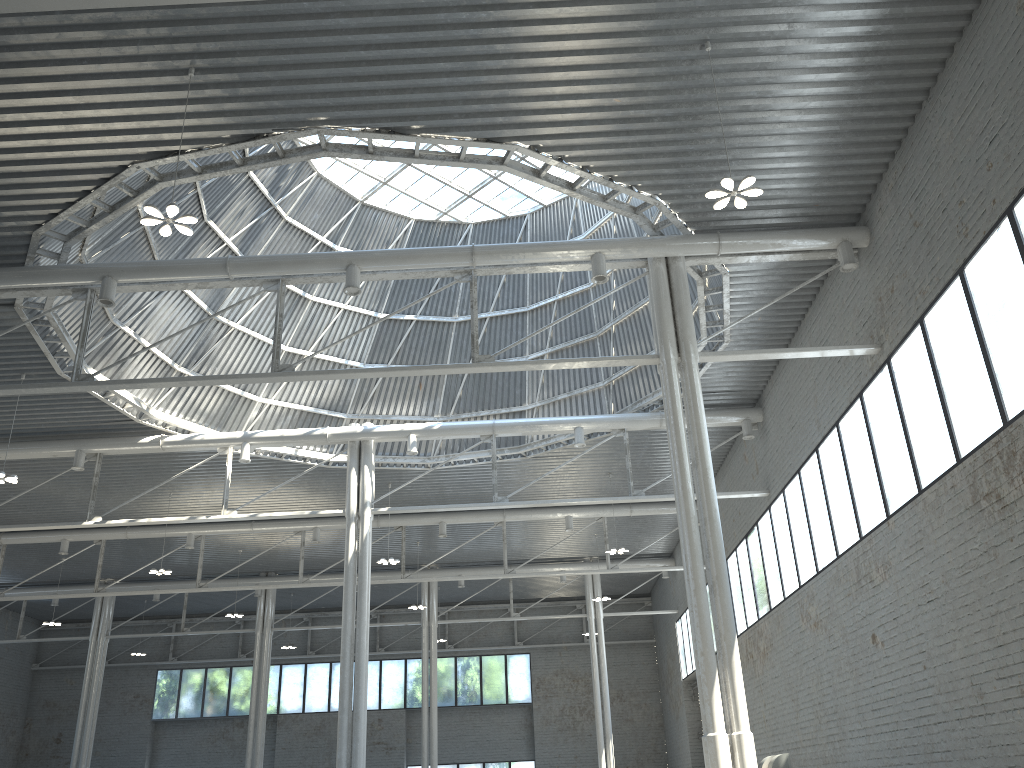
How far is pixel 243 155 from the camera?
34.5m
